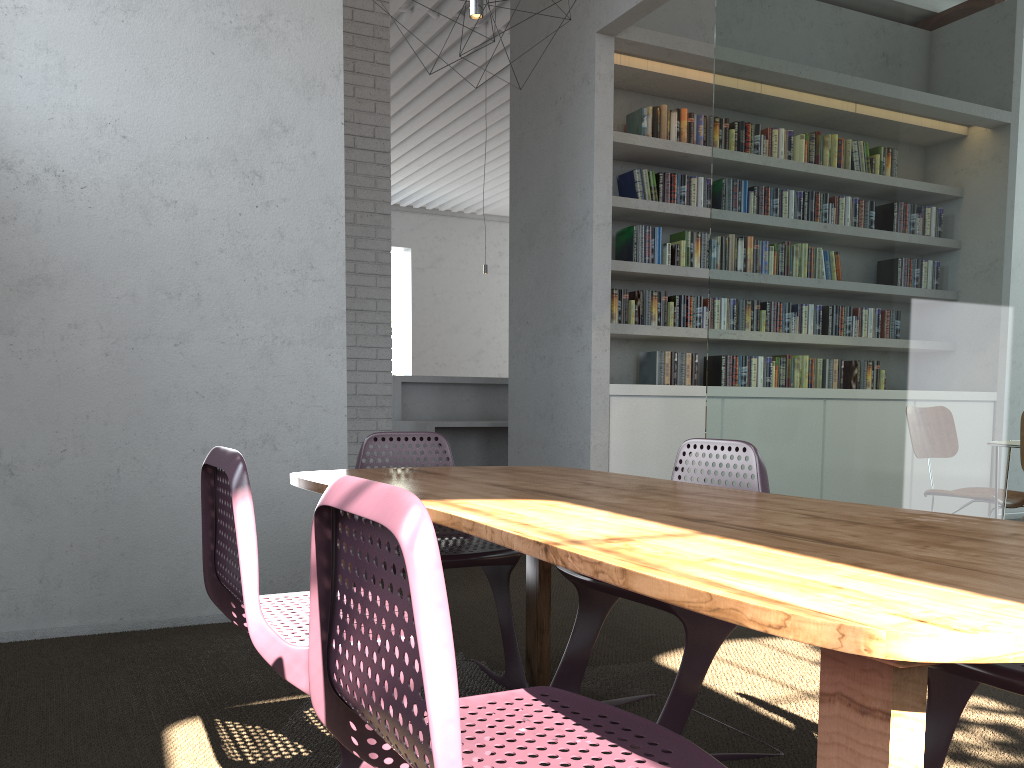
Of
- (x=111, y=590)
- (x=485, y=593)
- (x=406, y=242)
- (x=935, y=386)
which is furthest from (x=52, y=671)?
(x=406, y=242)
